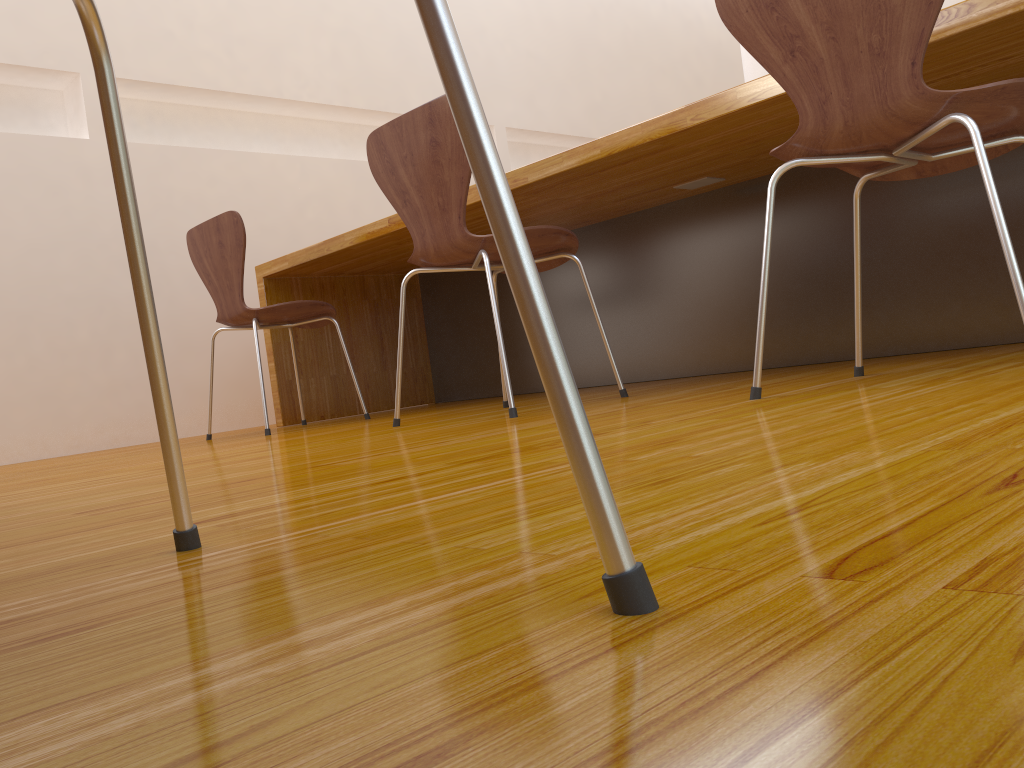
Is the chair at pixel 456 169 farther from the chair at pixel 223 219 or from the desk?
the chair at pixel 223 219

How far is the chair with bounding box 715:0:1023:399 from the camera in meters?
1.2 m

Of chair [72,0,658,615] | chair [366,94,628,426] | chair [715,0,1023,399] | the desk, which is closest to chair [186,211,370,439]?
the desk

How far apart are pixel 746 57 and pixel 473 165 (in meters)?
3.90

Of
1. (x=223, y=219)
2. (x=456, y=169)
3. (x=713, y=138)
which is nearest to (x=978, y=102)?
(x=713, y=138)

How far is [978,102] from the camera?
1.2 meters

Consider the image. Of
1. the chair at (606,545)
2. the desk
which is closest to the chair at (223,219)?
the desk

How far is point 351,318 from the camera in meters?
3.5 m

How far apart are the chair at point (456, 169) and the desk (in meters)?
0.20

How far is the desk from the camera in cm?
202
